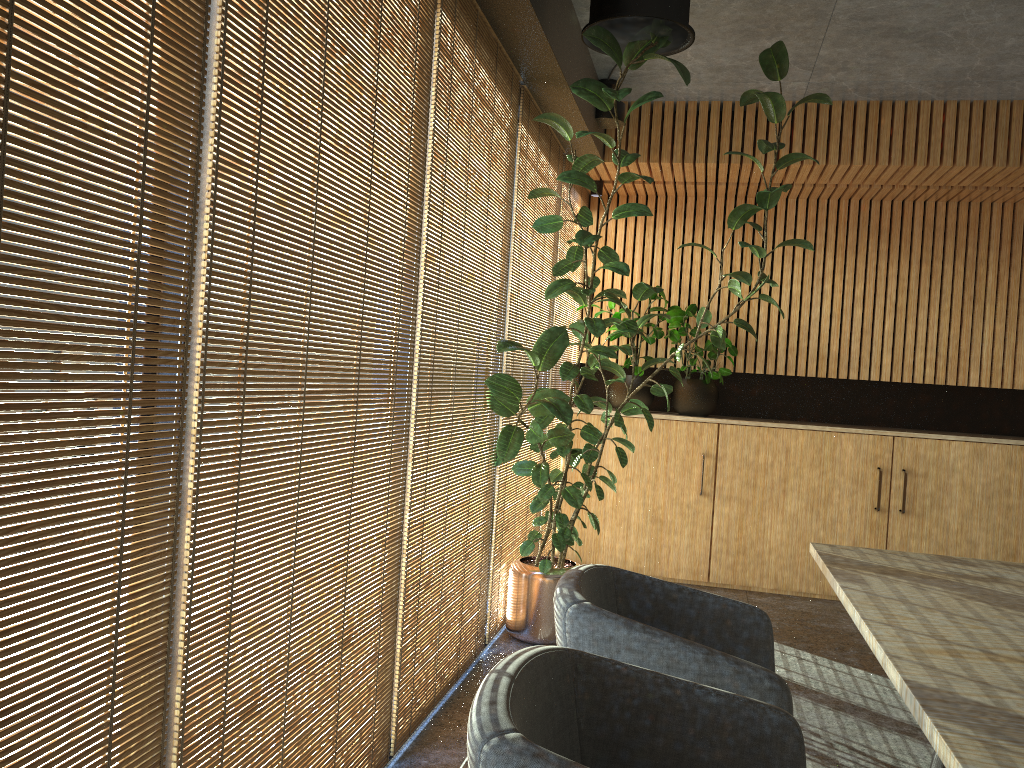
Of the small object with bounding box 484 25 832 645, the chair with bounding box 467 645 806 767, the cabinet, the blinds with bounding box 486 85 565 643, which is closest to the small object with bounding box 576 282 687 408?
the cabinet

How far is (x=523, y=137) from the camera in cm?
488

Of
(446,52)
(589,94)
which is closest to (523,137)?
(589,94)

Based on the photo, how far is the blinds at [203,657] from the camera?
1.99m

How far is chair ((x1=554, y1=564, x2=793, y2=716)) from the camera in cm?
216

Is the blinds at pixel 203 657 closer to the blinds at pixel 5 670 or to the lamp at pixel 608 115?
the blinds at pixel 5 670

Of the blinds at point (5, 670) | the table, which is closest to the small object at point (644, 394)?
the table

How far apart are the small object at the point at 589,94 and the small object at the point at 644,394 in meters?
1.1 m

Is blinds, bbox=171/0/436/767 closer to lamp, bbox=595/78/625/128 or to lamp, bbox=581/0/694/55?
lamp, bbox=581/0/694/55

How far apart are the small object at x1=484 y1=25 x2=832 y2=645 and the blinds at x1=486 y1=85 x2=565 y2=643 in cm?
5
